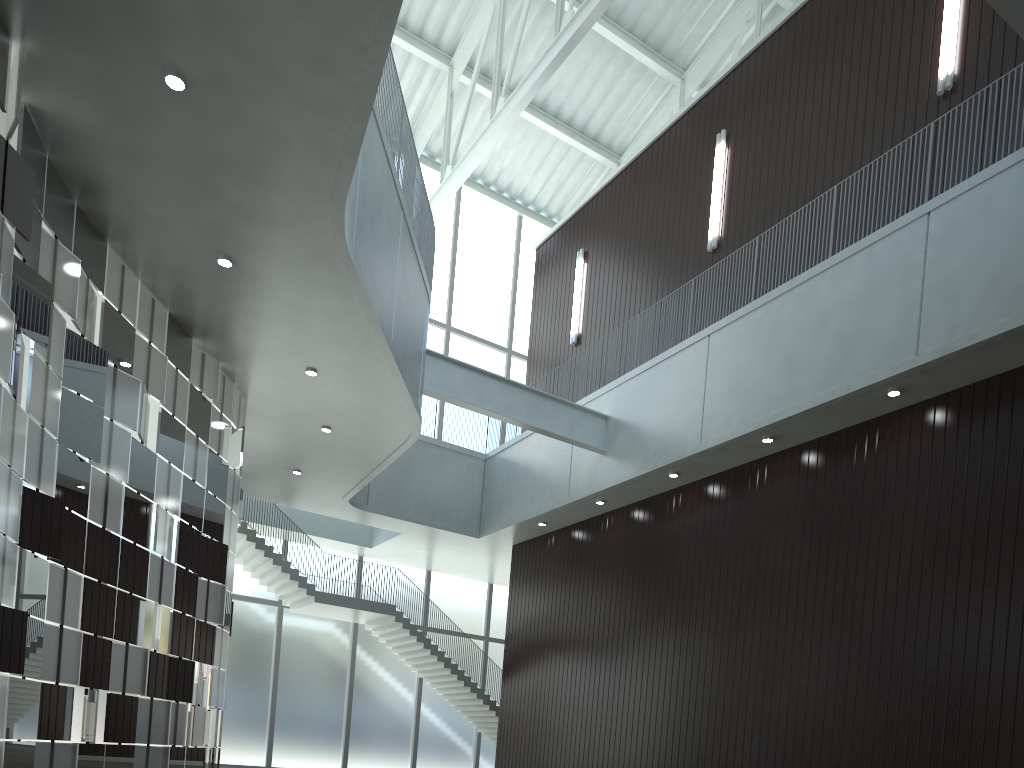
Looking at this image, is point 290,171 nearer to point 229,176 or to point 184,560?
point 229,176
